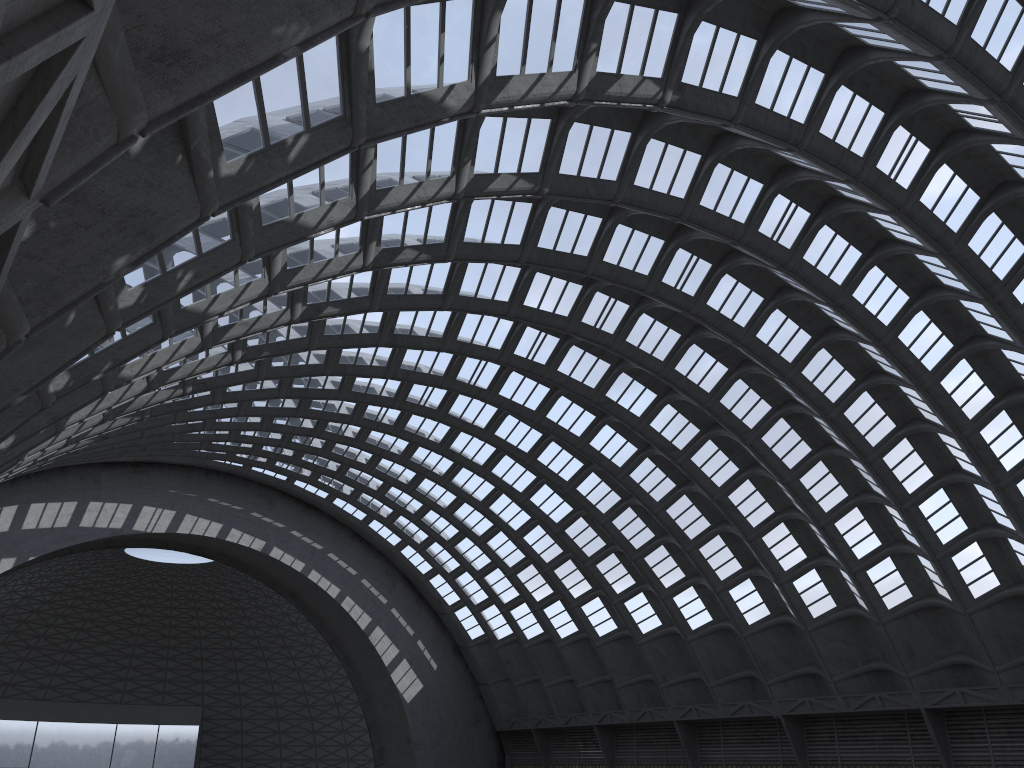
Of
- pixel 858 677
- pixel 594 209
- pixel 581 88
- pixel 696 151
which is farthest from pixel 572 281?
pixel 858 677

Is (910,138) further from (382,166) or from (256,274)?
(256,274)
